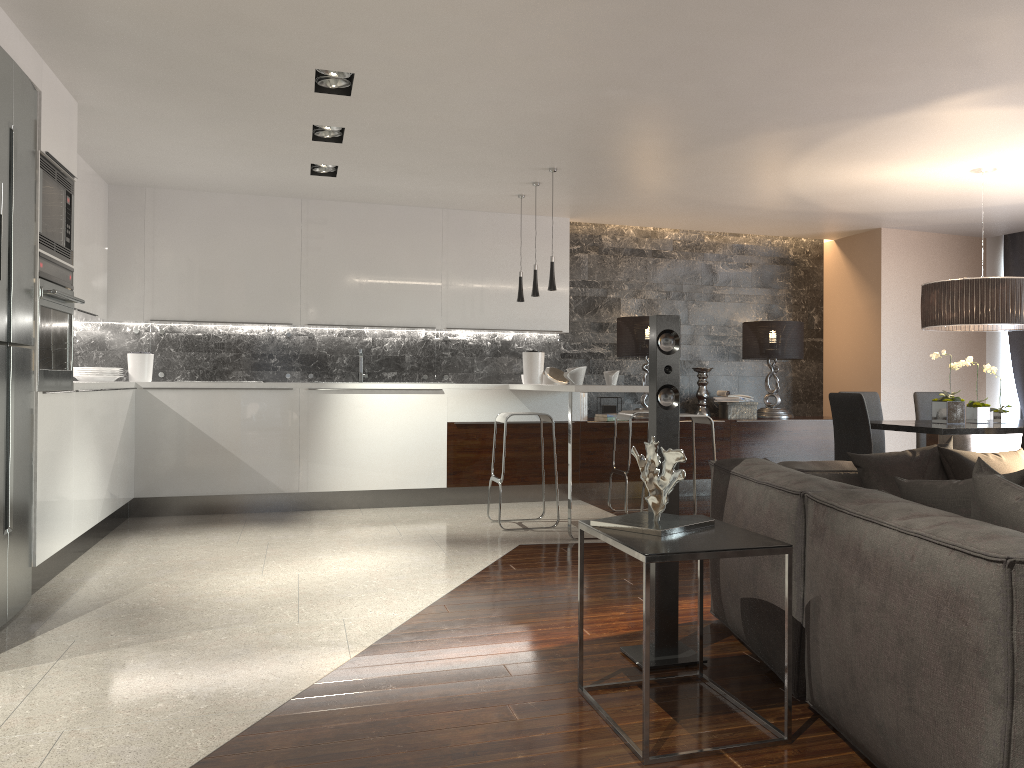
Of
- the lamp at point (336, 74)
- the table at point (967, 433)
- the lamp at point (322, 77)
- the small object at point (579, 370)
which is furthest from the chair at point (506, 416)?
the lamp at point (336, 74)

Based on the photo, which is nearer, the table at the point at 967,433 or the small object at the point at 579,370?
the table at the point at 967,433

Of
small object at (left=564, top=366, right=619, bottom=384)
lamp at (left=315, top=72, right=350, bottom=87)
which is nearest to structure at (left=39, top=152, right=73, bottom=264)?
lamp at (left=315, top=72, right=350, bottom=87)

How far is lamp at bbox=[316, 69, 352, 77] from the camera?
4.4 meters

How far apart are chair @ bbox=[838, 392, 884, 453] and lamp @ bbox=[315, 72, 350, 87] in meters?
4.4

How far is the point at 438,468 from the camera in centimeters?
728cm

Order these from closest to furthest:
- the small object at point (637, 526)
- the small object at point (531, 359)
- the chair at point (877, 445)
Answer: the small object at point (637, 526) < the chair at point (877, 445) < the small object at point (531, 359)

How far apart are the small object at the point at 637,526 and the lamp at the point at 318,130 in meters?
3.5 m

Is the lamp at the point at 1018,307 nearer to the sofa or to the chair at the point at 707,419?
the chair at the point at 707,419

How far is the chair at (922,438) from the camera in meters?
6.7
